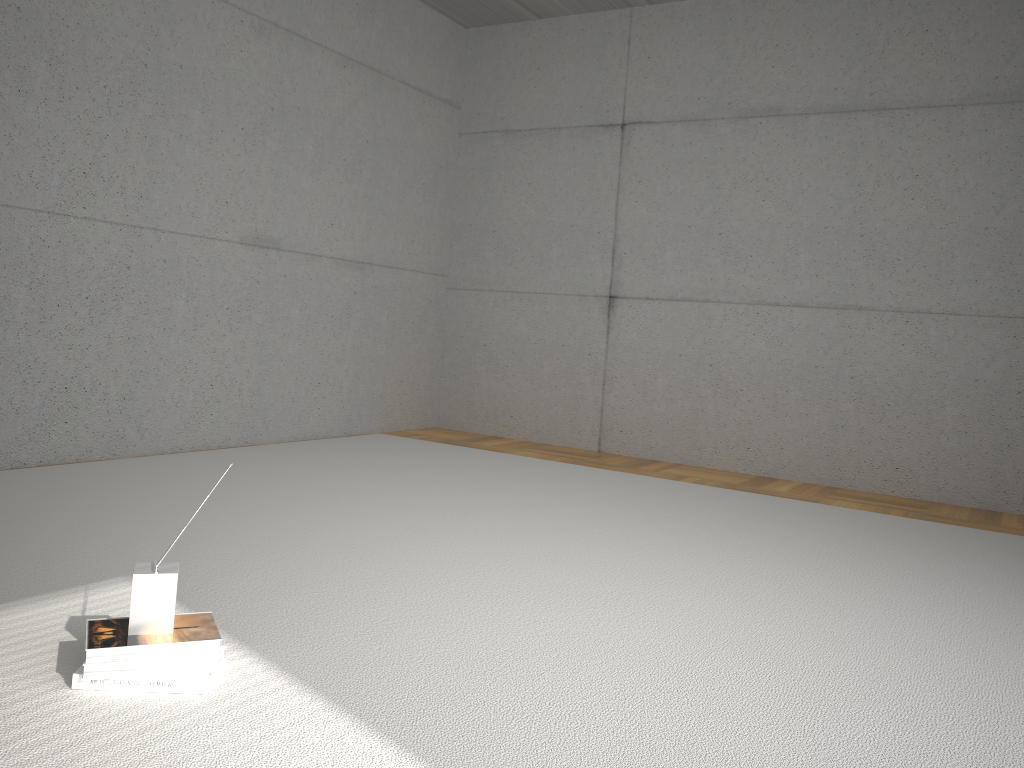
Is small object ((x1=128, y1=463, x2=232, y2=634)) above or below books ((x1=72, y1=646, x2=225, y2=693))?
above

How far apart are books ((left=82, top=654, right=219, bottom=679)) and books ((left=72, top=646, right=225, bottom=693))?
0.0 meters

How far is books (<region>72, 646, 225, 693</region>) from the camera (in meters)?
1.86

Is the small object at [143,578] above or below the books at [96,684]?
above

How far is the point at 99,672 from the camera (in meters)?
1.84

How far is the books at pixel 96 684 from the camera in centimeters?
186cm

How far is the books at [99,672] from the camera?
1.84m

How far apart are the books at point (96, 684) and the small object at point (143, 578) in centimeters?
10cm

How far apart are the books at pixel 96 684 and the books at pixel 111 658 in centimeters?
5cm
